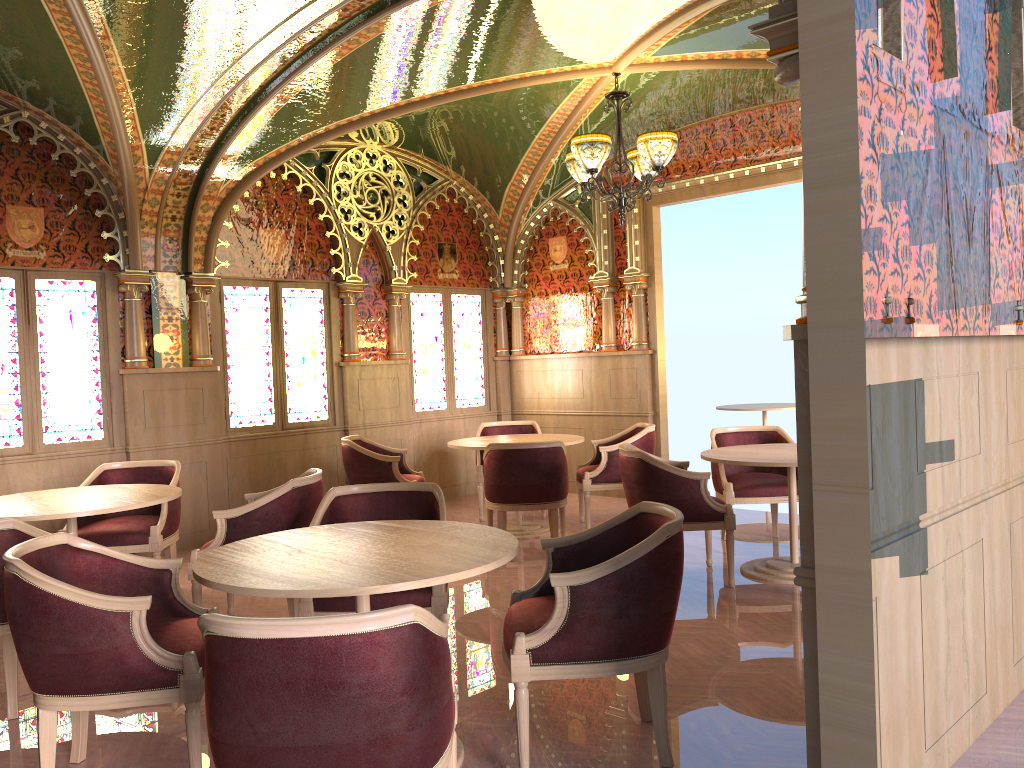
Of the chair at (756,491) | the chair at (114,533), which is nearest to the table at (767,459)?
the chair at (756,491)

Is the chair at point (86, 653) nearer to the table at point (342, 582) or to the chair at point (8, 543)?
the table at point (342, 582)

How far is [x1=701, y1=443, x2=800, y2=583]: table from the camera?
5.4m

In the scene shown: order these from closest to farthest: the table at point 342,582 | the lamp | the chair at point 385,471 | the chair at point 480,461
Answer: the table at point 342,582, the lamp, the chair at point 385,471, the chair at point 480,461

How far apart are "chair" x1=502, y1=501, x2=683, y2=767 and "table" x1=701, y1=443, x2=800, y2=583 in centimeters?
200cm

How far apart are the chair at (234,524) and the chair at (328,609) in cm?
50

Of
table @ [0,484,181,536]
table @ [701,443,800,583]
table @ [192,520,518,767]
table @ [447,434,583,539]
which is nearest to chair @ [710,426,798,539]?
table @ [701,443,800,583]

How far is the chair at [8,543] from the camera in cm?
371

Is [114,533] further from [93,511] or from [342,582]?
[342,582]

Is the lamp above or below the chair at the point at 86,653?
above
